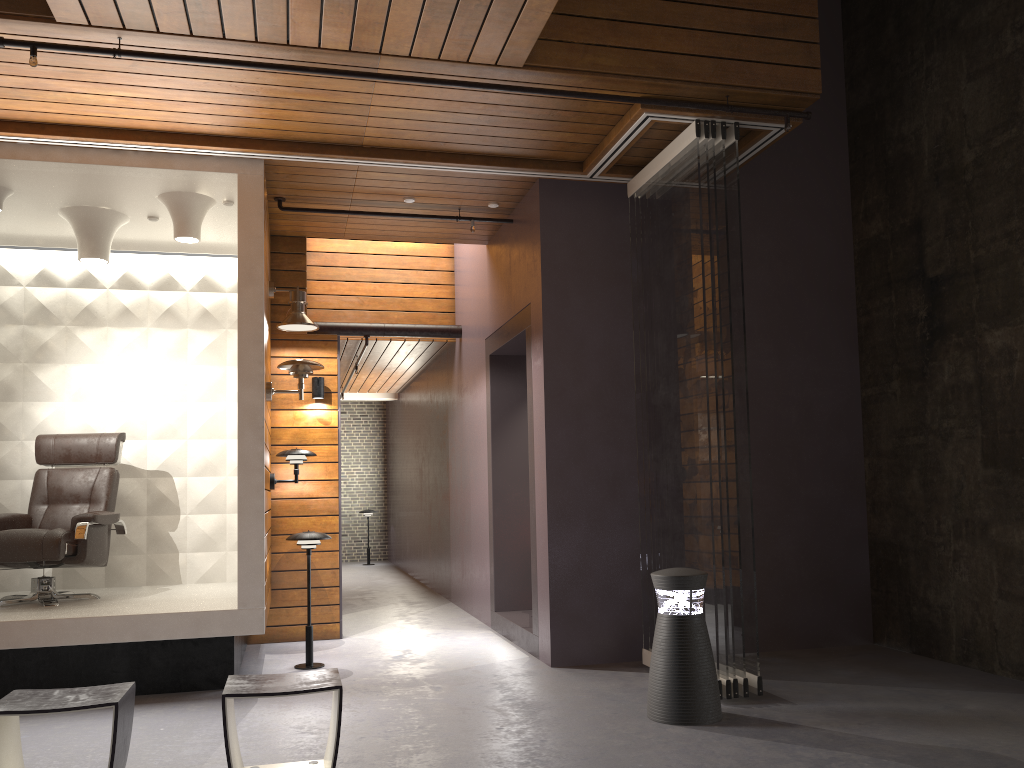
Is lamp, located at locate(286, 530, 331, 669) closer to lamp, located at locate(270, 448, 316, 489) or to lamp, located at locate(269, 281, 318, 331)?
lamp, located at locate(270, 448, 316, 489)

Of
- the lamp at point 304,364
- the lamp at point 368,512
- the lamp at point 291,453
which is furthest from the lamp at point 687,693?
the lamp at point 368,512

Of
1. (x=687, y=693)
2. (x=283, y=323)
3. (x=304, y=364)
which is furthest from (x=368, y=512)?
(x=687, y=693)

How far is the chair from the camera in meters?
5.1

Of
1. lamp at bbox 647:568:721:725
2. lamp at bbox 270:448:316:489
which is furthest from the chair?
lamp at bbox 647:568:721:725

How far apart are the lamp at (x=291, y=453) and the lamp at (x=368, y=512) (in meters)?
7.42

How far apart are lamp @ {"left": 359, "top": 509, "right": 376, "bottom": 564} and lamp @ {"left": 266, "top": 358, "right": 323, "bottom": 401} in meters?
8.2 m

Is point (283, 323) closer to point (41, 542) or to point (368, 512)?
point (41, 542)

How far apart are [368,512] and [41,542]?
8.48m

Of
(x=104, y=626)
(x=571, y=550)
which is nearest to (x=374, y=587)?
(x=571, y=550)
